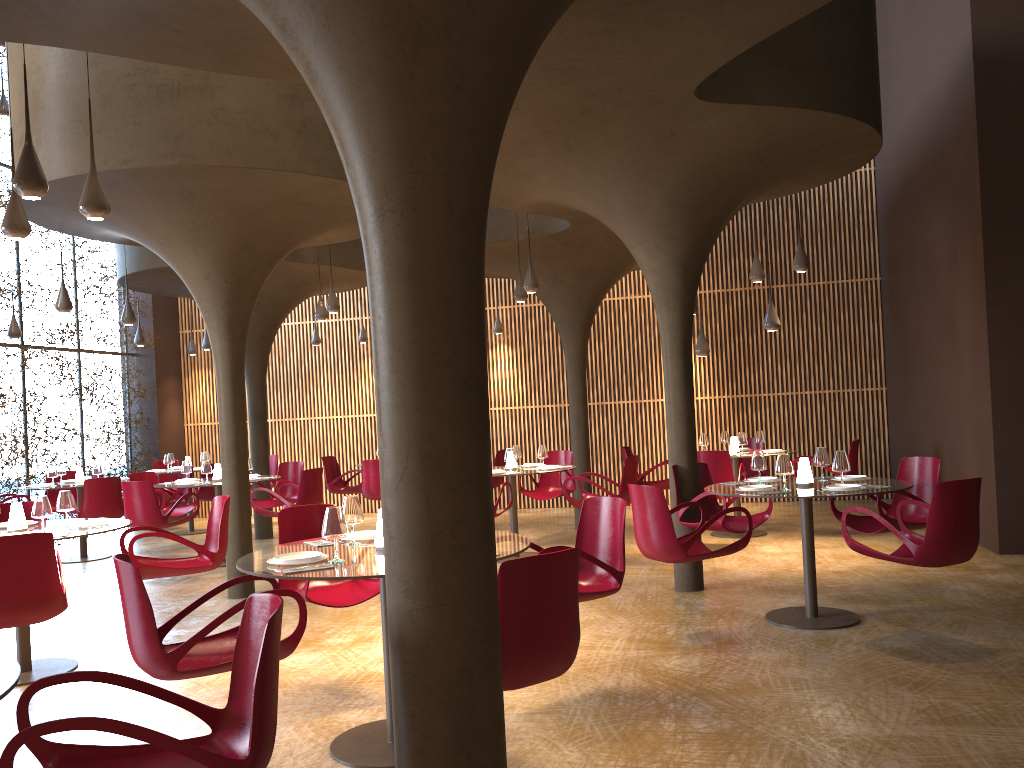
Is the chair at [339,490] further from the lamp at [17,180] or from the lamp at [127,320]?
the lamp at [17,180]

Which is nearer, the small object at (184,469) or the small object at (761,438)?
the small object at (184,469)

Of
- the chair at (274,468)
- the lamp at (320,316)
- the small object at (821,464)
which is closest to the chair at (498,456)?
the lamp at (320,316)

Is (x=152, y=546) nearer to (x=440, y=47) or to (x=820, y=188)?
(x=820, y=188)

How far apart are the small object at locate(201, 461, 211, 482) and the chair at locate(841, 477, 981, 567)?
8.23m

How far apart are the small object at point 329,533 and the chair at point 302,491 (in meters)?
6.76

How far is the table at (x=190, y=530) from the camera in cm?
1567

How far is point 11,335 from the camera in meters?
13.1

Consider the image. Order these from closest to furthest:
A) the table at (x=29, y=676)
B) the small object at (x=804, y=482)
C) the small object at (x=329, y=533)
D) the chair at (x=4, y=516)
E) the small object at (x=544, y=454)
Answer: the small object at (x=329, y=533) → the table at (x=29, y=676) → the small object at (x=804, y=482) → the chair at (x=4, y=516) → the small object at (x=544, y=454)

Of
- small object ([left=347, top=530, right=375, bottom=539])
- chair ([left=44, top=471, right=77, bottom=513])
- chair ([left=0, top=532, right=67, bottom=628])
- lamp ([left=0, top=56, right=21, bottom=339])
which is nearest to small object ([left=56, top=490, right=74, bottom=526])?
chair ([left=0, top=532, right=67, bottom=628])
